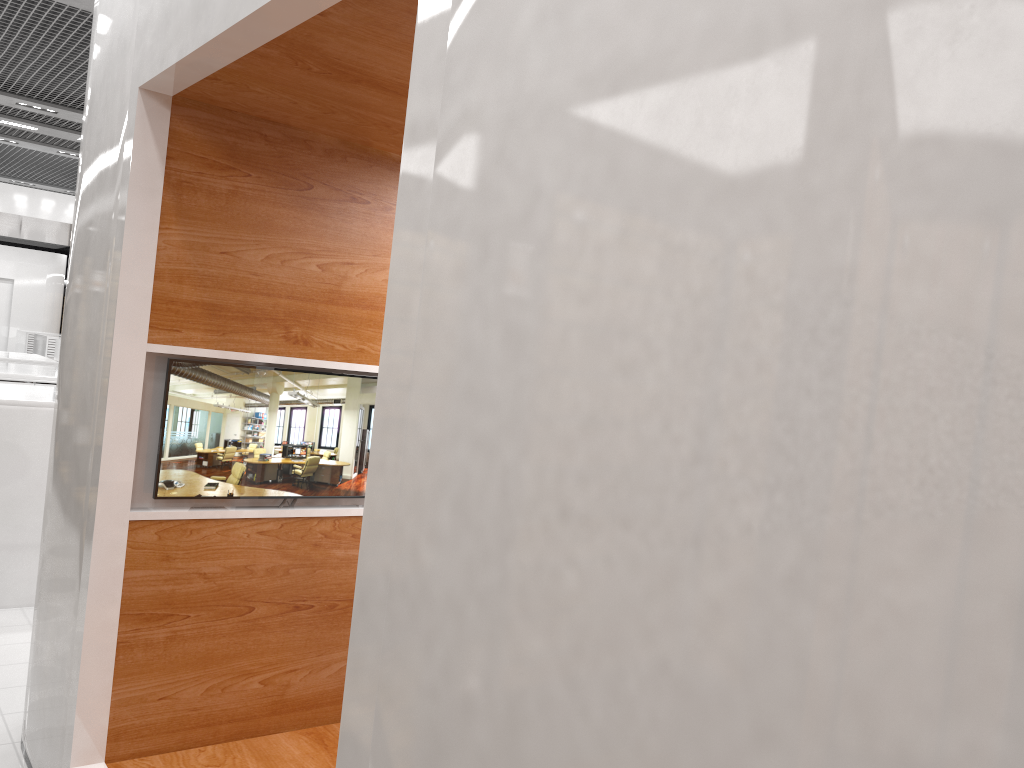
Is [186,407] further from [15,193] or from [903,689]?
[15,193]

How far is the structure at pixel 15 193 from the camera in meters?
11.5

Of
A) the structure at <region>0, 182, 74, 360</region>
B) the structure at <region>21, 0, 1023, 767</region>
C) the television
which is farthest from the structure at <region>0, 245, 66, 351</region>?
the television

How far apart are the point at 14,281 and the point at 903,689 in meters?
26.3 m

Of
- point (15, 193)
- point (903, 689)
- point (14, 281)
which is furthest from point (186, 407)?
point (14, 281)

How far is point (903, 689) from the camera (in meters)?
0.76

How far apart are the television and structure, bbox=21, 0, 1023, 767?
0.0m

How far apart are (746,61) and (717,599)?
0.6 meters

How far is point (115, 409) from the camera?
2.9 meters

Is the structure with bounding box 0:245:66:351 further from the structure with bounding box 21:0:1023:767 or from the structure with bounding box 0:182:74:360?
the structure with bounding box 21:0:1023:767
